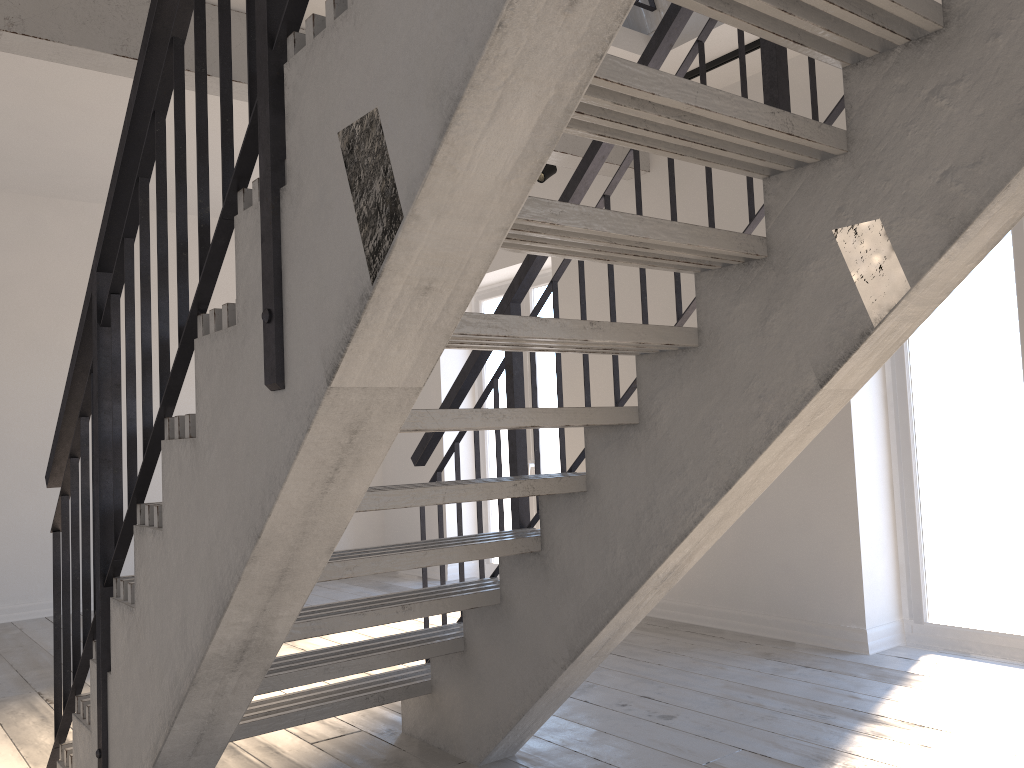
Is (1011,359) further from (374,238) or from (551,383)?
(374,238)

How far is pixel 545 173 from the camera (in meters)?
5.54

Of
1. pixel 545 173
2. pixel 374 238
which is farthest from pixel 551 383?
pixel 374 238

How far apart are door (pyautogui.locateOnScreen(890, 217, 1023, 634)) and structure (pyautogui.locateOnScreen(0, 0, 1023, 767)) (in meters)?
1.86

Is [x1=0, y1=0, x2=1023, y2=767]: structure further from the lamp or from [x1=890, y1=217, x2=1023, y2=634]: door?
[x1=890, y1=217, x2=1023, y2=634]: door

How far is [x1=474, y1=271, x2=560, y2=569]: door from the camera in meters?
6.6 m

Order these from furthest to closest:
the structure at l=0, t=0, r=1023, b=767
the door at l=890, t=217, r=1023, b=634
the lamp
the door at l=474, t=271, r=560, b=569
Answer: the door at l=474, t=271, r=560, b=569
the lamp
the door at l=890, t=217, r=1023, b=634
the structure at l=0, t=0, r=1023, b=767

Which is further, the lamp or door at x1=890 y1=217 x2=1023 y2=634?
the lamp

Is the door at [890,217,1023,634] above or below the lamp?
below

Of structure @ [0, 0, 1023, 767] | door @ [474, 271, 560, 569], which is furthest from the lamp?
door @ [474, 271, 560, 569]
